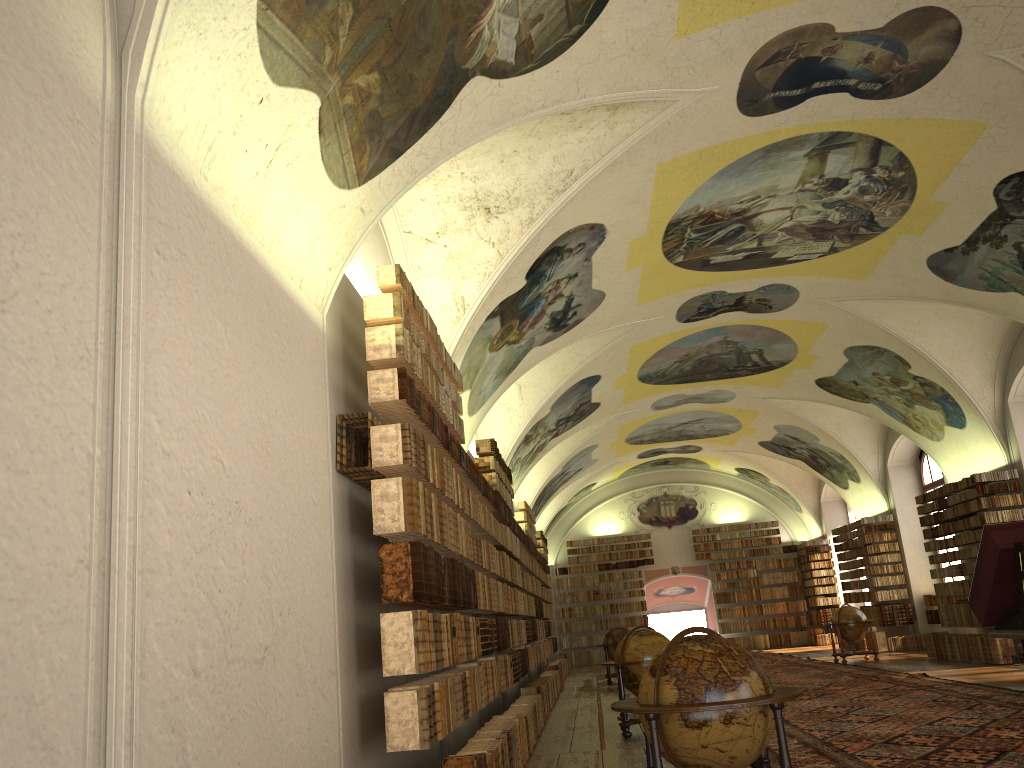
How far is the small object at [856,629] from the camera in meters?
22.1 m

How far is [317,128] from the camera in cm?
627

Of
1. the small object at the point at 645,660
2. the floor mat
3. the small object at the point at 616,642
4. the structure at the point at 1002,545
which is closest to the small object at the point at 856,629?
the floor mat

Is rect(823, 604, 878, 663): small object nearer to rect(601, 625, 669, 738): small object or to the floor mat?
the floor mat

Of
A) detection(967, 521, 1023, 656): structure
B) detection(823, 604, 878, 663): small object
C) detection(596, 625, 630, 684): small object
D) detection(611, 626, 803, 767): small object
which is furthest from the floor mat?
Answer: detection(596, 625, 630, 684): small object

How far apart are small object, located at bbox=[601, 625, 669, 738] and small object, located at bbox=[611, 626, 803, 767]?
5.7m

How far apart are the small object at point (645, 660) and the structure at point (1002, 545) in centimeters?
554cm

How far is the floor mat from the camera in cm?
849

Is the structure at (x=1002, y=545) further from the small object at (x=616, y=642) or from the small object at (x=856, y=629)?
the small object at (x=856, y=629)

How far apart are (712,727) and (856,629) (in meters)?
18.61
